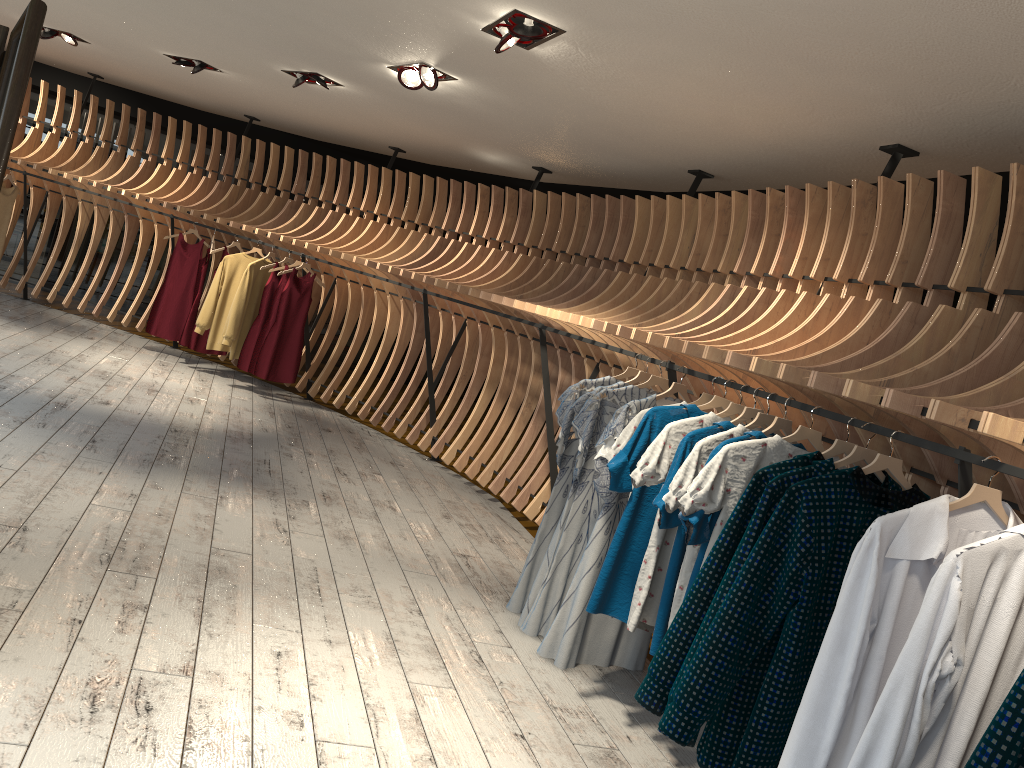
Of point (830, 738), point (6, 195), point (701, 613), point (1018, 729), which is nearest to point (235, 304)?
point (6, 195)

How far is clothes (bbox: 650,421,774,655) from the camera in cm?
333

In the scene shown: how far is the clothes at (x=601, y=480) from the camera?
4.0 meters

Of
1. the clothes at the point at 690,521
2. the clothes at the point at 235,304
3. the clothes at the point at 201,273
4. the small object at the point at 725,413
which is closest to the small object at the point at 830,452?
the clothes at the point at 690,521

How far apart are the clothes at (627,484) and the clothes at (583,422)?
0.57m

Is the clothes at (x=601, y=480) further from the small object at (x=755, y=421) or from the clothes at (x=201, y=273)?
the clothes at (x=201, y=273)

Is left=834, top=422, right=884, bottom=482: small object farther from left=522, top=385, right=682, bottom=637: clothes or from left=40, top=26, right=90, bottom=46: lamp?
left=40, top=26, right=90, bottom=46: lamp

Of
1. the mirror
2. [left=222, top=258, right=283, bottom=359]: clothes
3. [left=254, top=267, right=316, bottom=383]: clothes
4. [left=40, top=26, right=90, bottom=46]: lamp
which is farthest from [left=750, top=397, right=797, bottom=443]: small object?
[left=40, top=26, right=90, bottom=46]: lamp

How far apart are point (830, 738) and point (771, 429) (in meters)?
1.20

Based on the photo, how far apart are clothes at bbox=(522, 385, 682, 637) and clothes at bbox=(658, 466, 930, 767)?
1.5 meters
